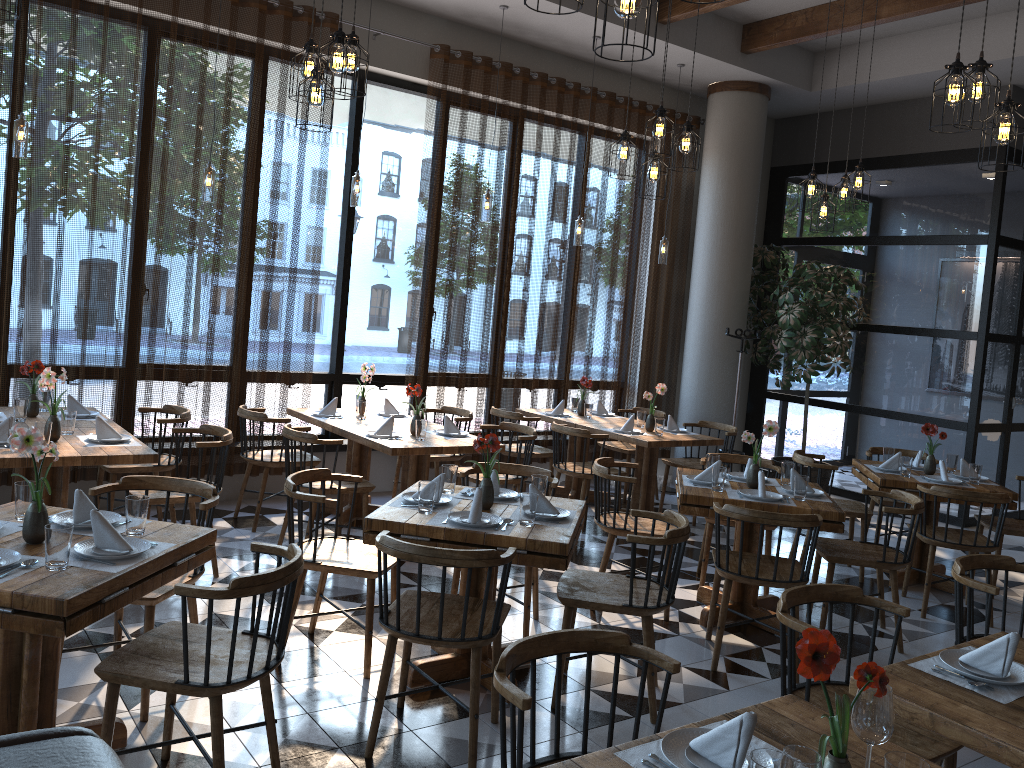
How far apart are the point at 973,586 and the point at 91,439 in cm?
427

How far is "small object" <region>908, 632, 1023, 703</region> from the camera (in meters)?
2.42

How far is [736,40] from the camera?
8.07m

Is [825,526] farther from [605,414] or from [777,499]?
[605,414]

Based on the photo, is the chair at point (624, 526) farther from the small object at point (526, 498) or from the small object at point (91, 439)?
the small object at point (91, 439)

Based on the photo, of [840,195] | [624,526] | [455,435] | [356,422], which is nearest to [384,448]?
[455,435]

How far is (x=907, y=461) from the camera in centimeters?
598cm

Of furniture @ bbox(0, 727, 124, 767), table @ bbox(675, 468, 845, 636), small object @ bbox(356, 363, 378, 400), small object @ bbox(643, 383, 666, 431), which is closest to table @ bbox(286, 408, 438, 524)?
small object @ bbox(356, 363, 378, 400)

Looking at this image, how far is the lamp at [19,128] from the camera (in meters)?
5.17

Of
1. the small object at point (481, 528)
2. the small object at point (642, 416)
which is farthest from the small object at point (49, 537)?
the small object at point (642, 416)
